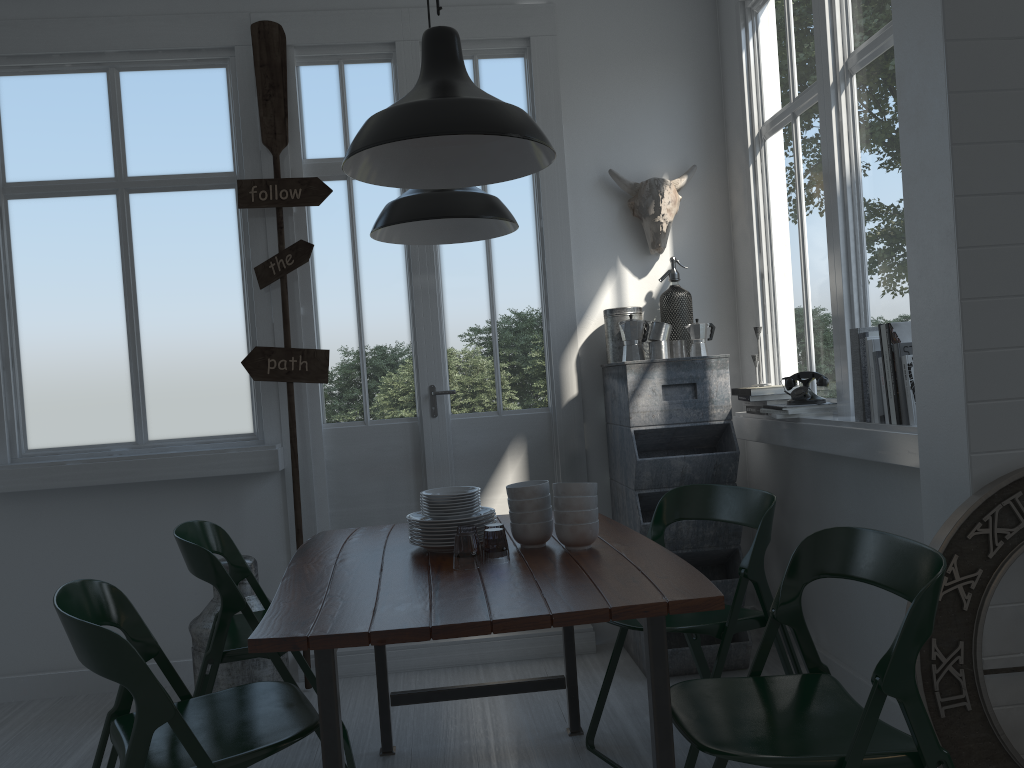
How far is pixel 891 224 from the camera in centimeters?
336cm

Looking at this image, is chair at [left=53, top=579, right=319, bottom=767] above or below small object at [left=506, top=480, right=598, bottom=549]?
below

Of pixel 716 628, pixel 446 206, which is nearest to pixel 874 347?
pixel 716 628

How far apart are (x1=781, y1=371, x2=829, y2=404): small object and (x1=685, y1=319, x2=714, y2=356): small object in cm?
54

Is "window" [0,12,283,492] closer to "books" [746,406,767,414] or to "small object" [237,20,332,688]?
"small object" [237,20,332,688]

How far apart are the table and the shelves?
0.7m

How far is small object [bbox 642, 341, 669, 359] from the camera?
4.43m

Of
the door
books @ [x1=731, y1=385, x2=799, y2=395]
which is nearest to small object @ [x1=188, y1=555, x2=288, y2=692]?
the door

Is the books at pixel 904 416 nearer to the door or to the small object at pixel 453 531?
the small object at pixel 453 531

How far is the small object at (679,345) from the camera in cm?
453
